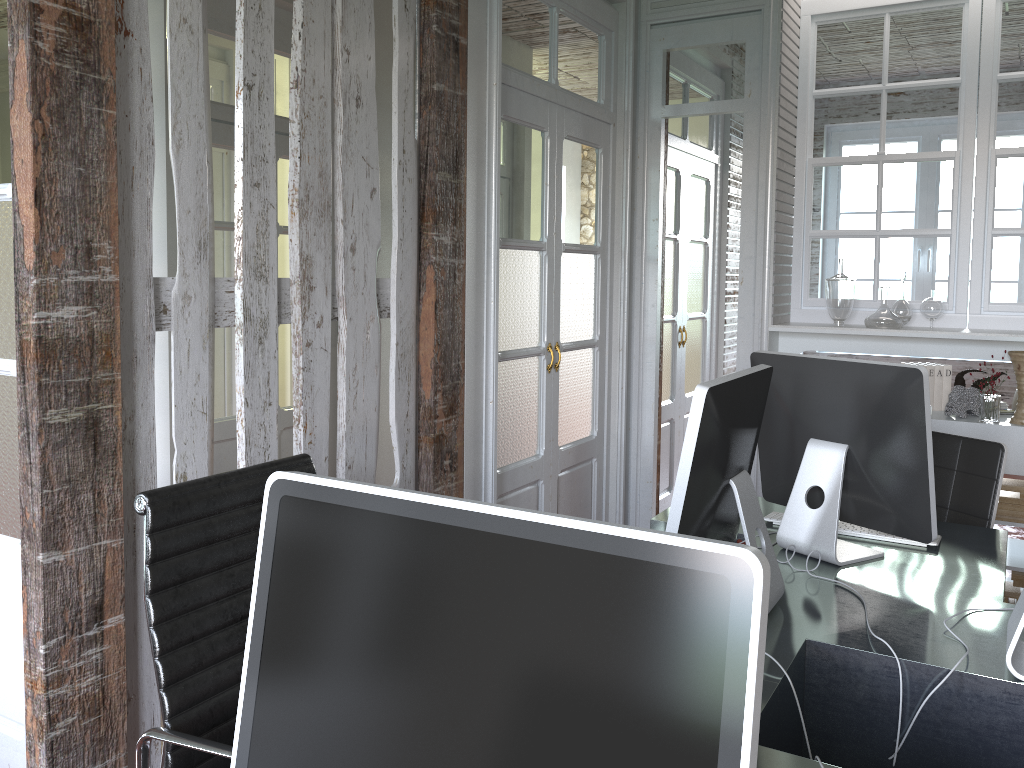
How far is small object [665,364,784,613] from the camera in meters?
1.6

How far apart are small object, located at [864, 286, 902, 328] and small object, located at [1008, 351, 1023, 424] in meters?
0.4

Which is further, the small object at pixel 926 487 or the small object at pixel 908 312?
the small object at pixel 908 312

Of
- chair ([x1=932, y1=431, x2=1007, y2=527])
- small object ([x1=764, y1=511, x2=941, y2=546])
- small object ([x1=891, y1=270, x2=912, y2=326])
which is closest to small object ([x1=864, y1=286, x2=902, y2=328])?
small object ([x1=891, y1=270, x2=912, y2=326])

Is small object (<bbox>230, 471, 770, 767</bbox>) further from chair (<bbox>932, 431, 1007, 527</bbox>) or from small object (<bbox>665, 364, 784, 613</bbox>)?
chair (<bbox>932, 431, 1007, 527</bbox>)

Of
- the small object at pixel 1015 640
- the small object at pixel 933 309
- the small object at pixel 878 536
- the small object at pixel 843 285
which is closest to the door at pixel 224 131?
the small object at pixel 843 285

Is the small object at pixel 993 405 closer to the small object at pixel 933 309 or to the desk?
the small object at pixel 933 309

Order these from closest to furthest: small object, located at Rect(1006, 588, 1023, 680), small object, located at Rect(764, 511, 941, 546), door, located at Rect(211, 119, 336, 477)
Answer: small object, located at Rect(1006, 588, 1023, 680), small object, located at Rect(764, 511, 941, 546), door, located at Rect(211, 119, 336, 477)

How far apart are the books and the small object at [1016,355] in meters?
0.3 m

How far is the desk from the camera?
1.5m
